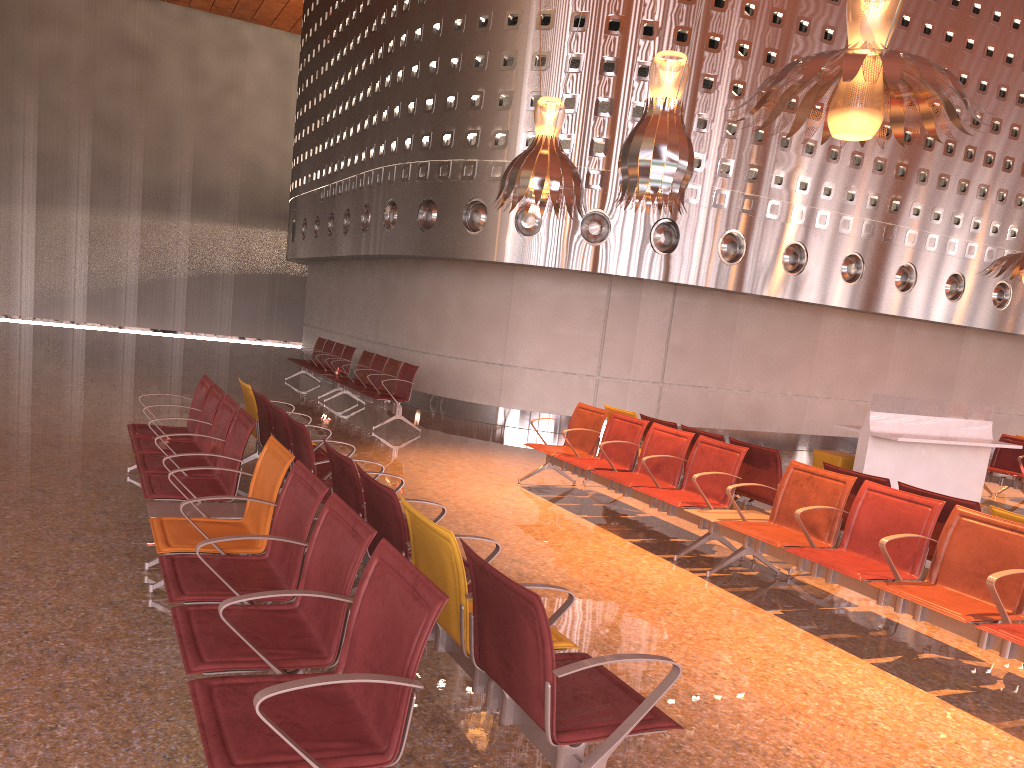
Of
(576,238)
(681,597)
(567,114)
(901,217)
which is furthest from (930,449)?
(567,114)
